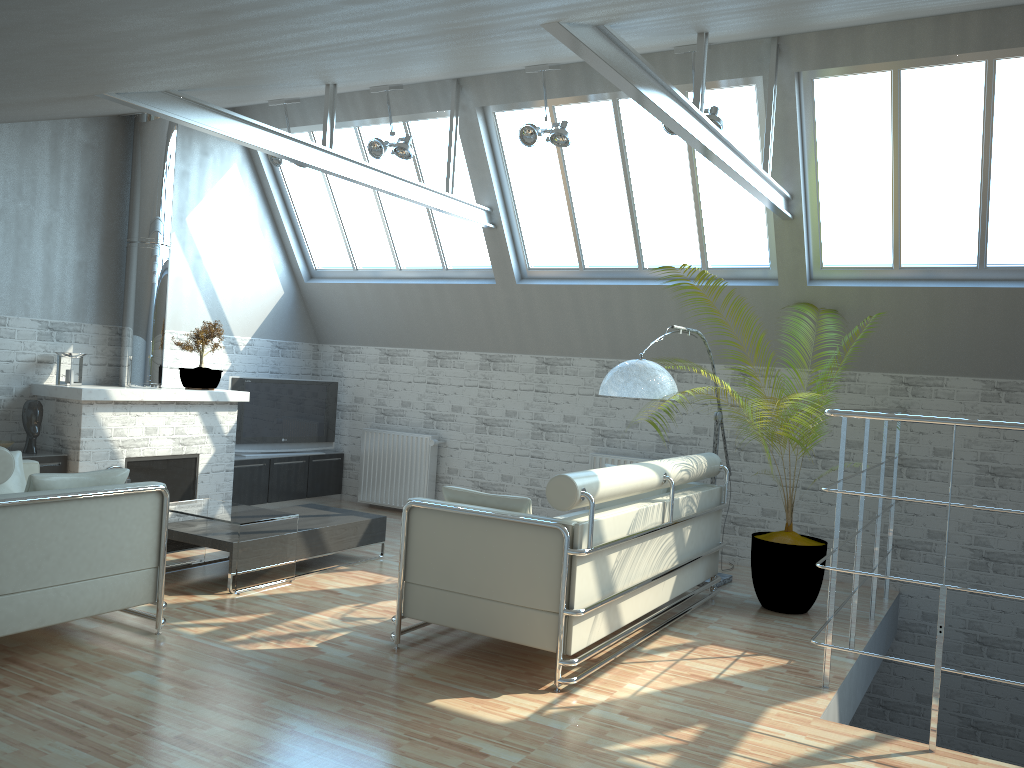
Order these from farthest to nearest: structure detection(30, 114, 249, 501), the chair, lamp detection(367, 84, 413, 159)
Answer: lamp detection(367, 84, 413, 159) → structure detection(30, 114, 249, 501) → the chair

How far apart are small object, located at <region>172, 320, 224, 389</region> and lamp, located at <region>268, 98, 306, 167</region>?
3.2m

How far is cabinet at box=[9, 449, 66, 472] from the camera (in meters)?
12.99

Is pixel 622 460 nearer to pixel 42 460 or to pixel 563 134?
pixel 563 134

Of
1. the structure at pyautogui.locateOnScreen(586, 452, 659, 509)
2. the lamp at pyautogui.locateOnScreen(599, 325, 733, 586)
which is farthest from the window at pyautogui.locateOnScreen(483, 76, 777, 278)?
the lamp at pyautogui.locateOnScreen(599, 325, 733, 586)

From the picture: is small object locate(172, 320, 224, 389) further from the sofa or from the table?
the sofa

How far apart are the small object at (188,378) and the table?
3.65m

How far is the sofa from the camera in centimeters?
834cm

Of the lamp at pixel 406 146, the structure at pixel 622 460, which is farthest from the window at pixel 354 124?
the structure at pixel 622 460

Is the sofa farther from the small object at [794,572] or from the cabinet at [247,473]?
the cabinet at [247,473]
